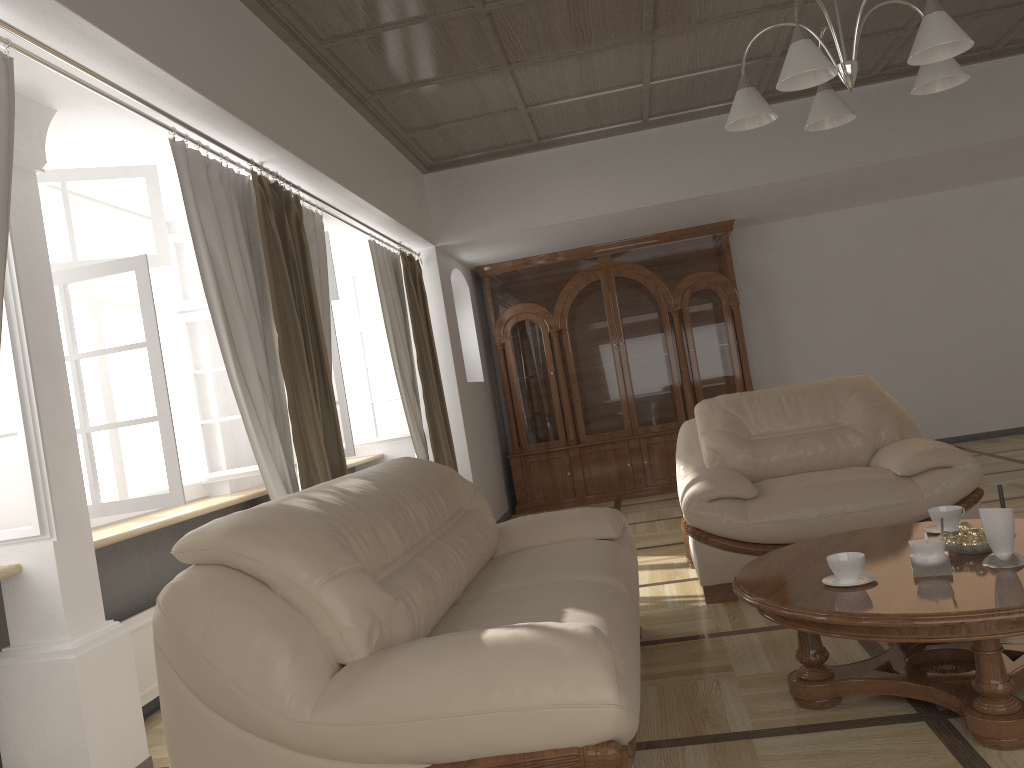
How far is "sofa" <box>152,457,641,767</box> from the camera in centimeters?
180cm

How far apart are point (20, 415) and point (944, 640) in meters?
2.5

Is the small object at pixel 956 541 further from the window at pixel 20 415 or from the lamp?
the window at pixel 20 415

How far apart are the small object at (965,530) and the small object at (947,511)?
0.2 meters

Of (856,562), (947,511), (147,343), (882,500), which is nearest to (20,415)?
(147,343)

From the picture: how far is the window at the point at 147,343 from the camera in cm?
320

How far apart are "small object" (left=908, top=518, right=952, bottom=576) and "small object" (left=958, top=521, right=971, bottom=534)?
0.2m

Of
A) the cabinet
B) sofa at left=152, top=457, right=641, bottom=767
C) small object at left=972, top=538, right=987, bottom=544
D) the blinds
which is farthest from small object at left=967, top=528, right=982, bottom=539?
the cabinet

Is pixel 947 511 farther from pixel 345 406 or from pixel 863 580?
pixel 345 406

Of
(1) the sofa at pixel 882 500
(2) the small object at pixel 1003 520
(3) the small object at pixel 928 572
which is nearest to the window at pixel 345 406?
(1) the sofa at pixel 882 500
